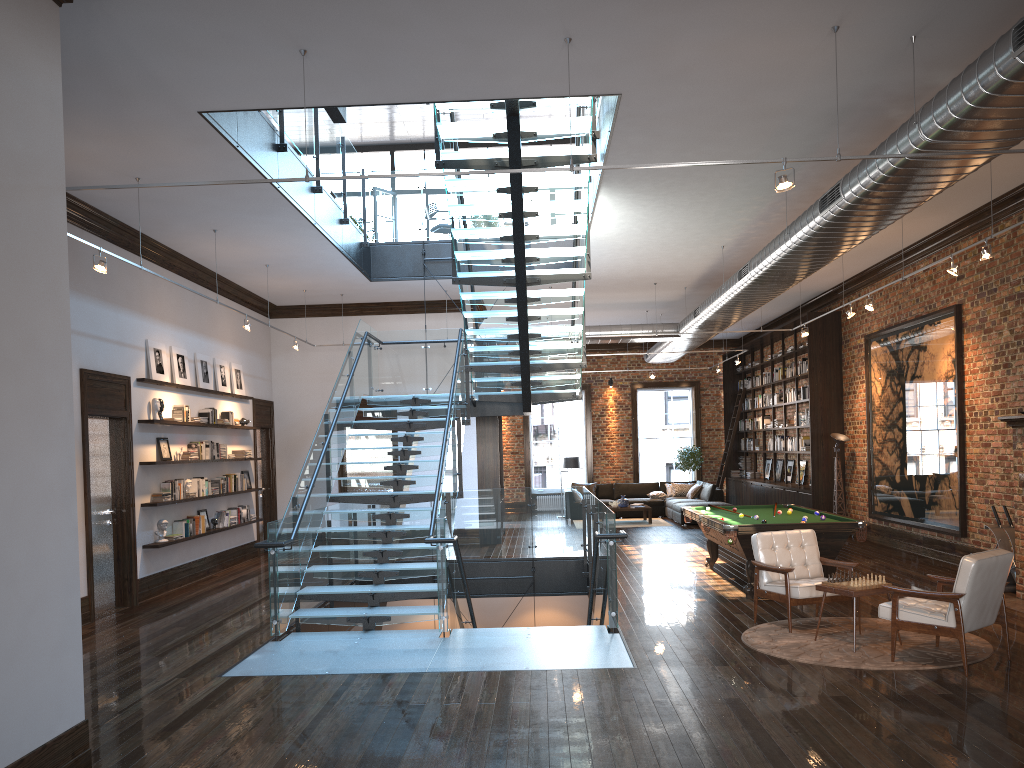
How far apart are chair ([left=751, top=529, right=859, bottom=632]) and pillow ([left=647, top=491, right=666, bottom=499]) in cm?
1244

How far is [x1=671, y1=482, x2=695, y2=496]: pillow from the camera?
21.1m

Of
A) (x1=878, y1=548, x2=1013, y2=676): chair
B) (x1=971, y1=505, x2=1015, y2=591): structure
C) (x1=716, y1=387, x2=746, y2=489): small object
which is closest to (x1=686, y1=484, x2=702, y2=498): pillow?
(x1=716, y1=387, x2=746, y2=489): small object

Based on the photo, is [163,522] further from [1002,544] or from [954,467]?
[954,467]

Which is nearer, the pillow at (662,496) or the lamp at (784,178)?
the lamp at (784,178)

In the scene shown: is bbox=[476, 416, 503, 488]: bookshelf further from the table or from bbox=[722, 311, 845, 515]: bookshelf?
the table

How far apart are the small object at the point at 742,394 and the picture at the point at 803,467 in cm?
375

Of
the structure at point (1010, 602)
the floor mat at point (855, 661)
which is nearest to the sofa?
the structure at point (1010, 602)

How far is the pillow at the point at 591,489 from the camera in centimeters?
2145cm

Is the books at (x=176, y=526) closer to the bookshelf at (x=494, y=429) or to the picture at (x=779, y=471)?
the bookshelf at (x=494, y=429)
